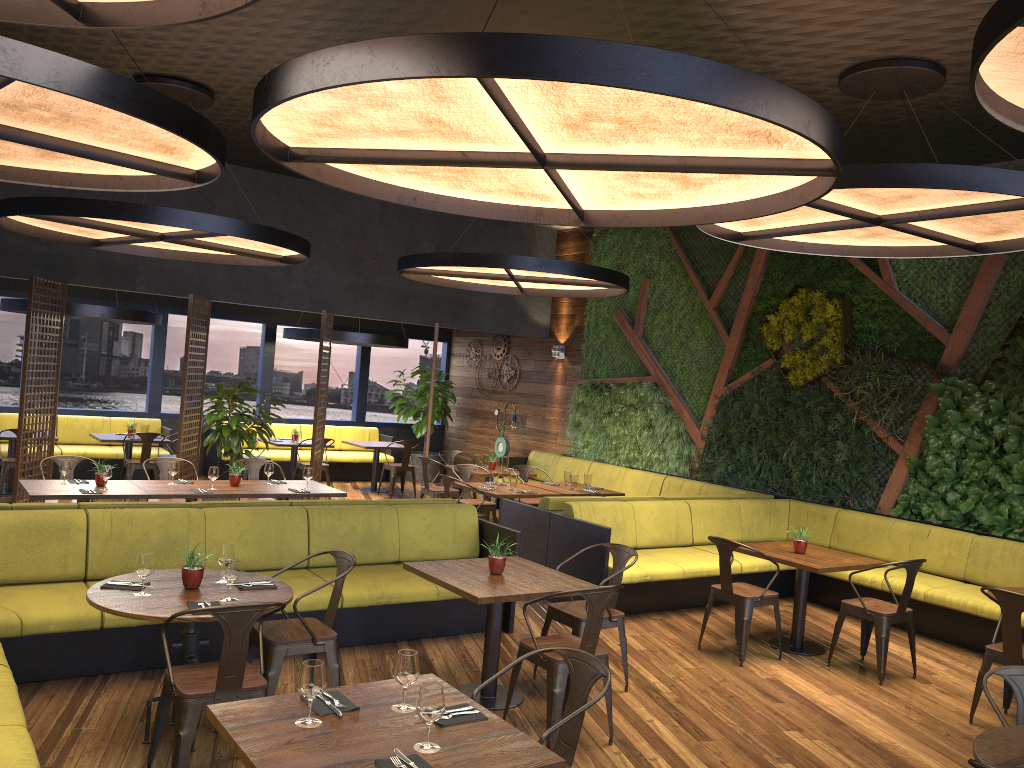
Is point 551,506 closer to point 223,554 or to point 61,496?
point 223,554

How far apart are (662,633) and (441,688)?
4.79m

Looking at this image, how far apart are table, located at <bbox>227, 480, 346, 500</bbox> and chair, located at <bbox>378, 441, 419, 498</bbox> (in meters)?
4.66

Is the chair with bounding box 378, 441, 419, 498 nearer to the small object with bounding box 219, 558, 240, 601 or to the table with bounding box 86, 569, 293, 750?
the table with bounding box 86, 569, 293, 750

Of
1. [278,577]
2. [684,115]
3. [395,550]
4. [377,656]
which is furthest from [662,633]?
[684,115]

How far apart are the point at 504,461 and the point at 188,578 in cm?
743

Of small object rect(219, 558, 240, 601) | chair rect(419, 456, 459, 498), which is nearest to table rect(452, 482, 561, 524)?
chair rect(419, 456, 459, 498)

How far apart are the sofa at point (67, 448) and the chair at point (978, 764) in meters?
12.5 m

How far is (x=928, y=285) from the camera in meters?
9.3 m

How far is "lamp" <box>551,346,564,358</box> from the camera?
14.2m
